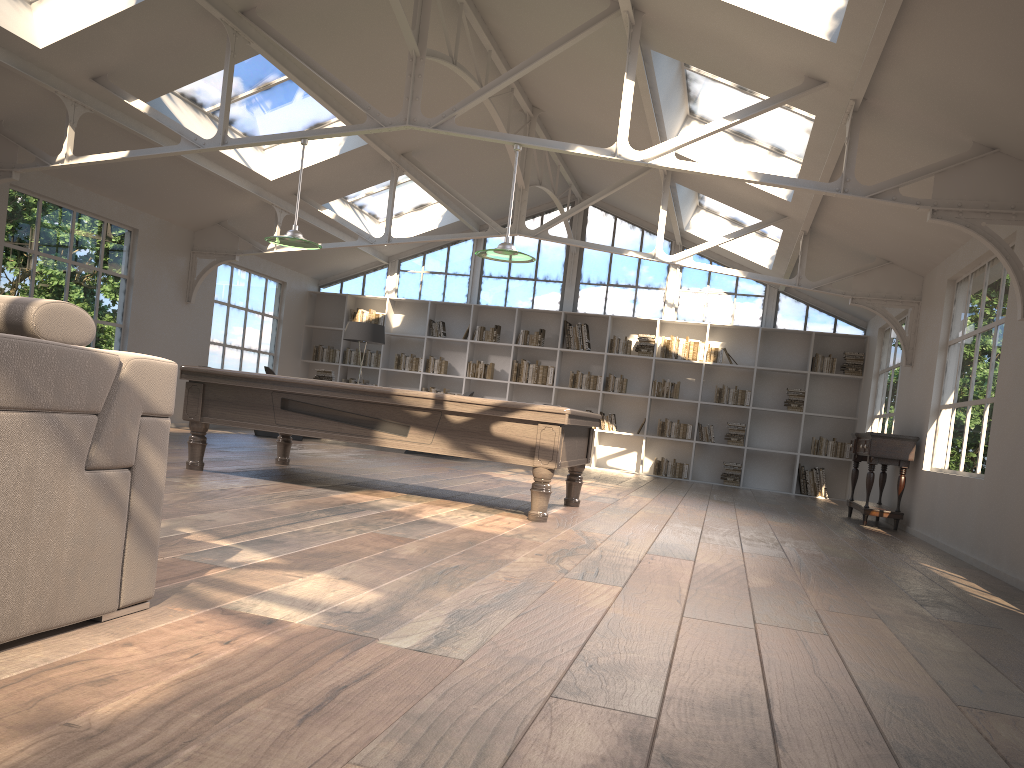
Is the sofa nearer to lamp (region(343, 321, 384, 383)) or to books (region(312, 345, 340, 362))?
lamp (region(343, 321, 384, 383))

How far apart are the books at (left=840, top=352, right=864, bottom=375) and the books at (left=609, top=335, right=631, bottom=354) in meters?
3.1 m

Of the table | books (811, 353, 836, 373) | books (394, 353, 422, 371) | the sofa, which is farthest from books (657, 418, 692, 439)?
the sofa

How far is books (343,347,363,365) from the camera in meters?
14.4 m

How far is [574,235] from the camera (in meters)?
14.05

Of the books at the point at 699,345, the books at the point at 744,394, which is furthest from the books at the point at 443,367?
the books at the point at 744,394

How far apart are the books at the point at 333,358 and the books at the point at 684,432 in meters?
5.4

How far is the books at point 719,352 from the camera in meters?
13.1

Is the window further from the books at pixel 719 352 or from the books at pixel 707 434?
the books at pixel 707 434

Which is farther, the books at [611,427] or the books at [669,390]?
the books at [611,427]
